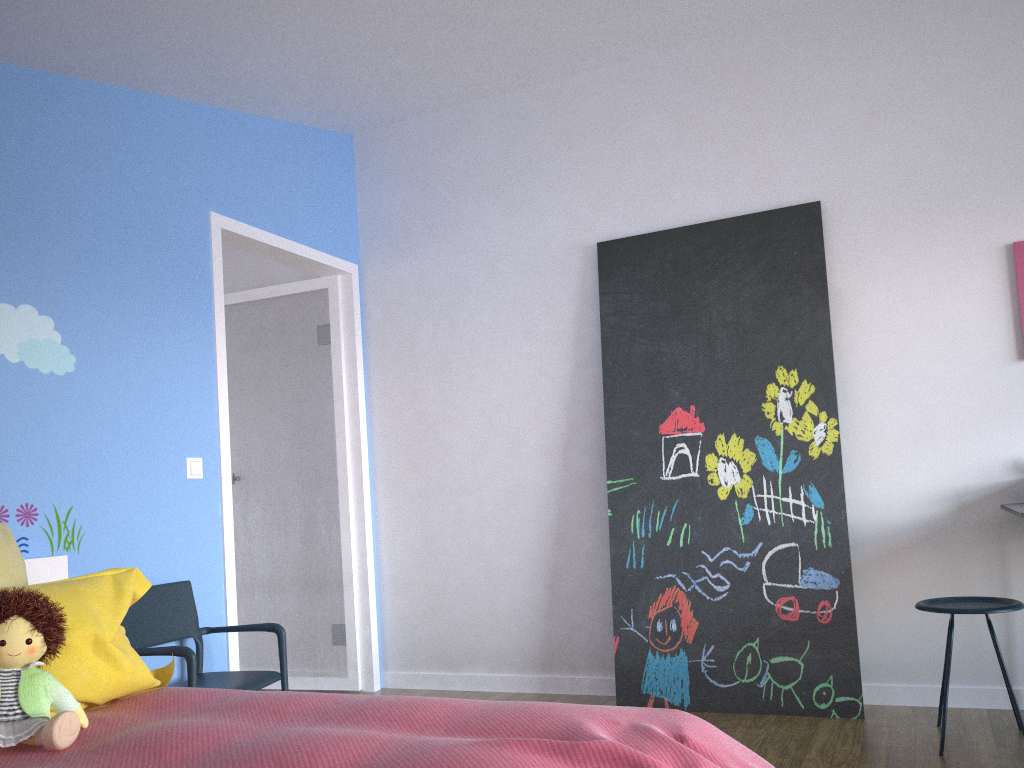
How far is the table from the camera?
2.7m

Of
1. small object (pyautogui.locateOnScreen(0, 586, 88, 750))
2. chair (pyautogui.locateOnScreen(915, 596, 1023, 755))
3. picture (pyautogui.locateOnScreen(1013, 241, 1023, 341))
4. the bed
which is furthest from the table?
small object (pyautogui.locateOnScreen(0, 586, 88, 750))

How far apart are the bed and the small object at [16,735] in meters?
0.0 m

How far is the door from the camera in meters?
4.3 m

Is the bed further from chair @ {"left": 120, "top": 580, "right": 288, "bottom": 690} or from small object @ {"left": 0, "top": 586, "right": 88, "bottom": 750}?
chair @ {"left": 120, "top": 580, "right": 288, "bottom": 690}

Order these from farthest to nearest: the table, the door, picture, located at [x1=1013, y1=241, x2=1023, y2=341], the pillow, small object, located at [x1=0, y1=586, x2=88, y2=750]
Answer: the door, picture, located at [x1=1013, y1=241, x2=1023, y2=341], the table, the pillow, small object, located at [x1=0, y1=586, x2=88, y2=750]

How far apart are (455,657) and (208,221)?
2.3 meters

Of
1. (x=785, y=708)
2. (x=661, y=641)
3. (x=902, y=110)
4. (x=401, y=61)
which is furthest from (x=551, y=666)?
(x=902, y=110)

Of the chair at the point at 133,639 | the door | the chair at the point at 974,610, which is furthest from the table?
the door

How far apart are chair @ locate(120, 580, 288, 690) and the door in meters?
0.2
